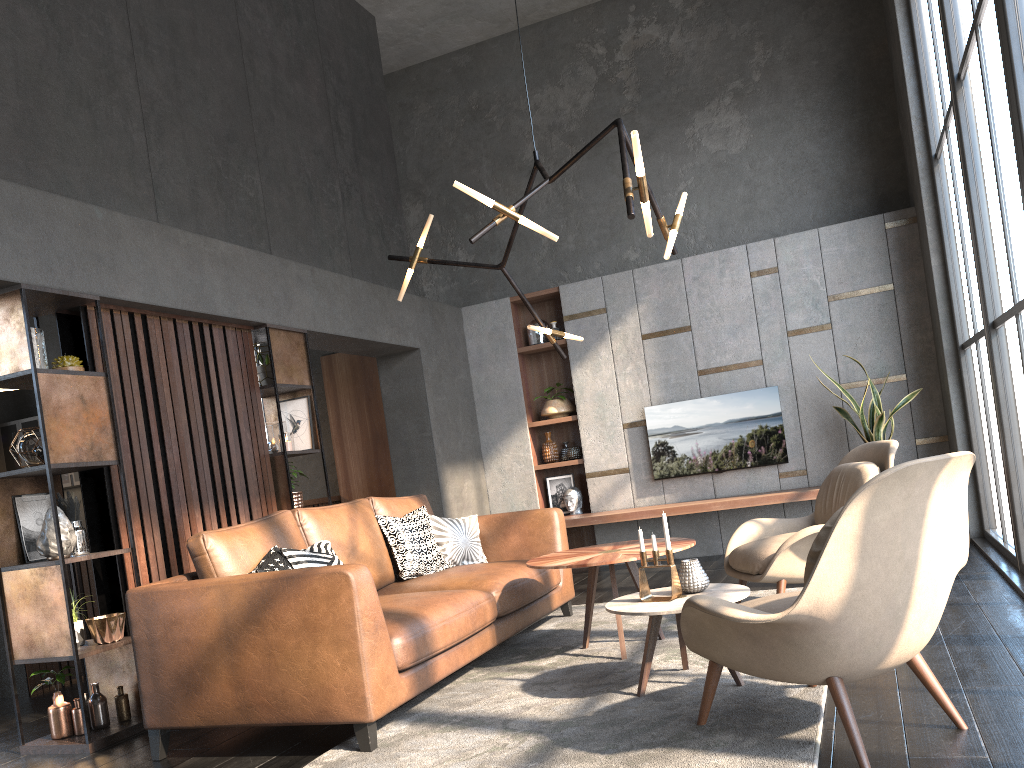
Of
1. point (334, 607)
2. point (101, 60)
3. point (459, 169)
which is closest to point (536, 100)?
point (459, 169)

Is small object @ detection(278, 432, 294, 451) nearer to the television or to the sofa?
the sofa

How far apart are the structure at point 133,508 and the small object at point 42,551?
0.3m

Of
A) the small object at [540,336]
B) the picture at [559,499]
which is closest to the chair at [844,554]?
the picture at [559,499]

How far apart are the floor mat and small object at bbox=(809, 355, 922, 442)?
2.0m

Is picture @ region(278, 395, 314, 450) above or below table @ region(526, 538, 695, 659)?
above

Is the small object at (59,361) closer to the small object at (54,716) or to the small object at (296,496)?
the small object at (54,716)

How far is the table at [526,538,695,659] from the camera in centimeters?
389cm

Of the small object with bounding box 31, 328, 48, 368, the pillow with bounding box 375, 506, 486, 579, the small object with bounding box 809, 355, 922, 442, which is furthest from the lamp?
the small object with bounding box 809, 355, 922, 442

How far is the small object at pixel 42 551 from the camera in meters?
3.9
